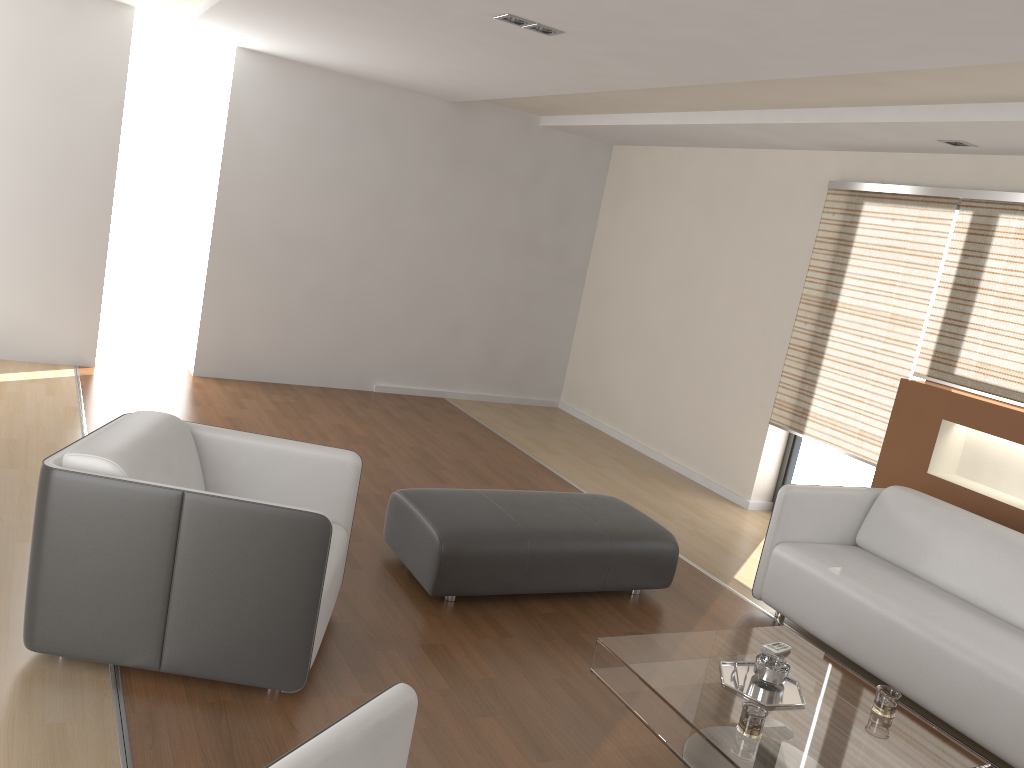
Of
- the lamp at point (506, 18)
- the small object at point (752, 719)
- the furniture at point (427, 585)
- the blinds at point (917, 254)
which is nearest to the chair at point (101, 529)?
the furniture at point (427, 585)

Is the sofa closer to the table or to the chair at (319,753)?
the table

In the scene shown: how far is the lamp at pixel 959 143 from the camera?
4.79m

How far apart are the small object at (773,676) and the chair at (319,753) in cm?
154

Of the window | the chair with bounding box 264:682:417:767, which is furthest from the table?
the window

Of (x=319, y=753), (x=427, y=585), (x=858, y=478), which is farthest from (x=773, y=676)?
(x=858, y=478)

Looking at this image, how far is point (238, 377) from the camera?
7.1m

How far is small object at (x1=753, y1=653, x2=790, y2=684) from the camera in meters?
3.0

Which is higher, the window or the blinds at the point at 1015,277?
the blinds at the point at 1015,277

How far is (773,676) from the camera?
3.0 meters
